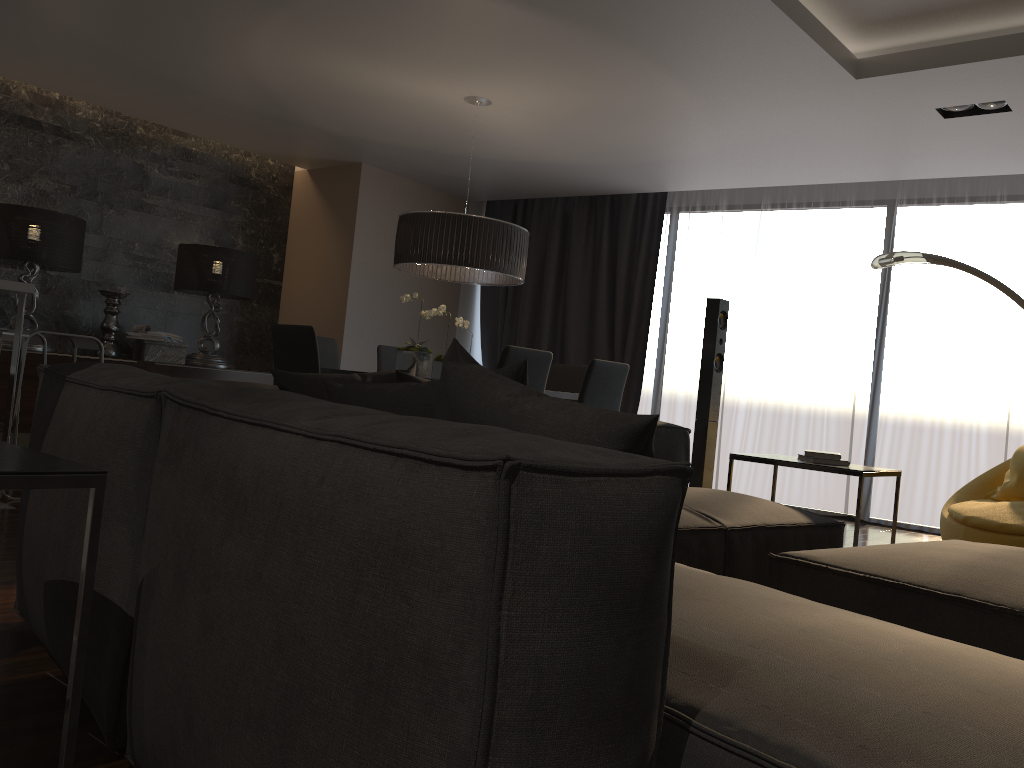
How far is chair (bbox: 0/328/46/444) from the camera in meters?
5.1

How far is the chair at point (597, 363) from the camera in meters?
5.0

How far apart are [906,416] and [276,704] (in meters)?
6.12

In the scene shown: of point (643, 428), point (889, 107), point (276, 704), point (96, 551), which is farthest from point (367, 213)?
point (276, 704)

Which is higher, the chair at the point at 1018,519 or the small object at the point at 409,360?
the small object at the point at 409,360

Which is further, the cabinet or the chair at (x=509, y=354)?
the chair at (x=509, y=354)

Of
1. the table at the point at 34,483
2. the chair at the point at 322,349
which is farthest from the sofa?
the chair at the point at 322,349

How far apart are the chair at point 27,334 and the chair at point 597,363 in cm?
257

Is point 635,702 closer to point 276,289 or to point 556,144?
point 556,144

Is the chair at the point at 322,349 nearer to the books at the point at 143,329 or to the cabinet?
the cabinet
